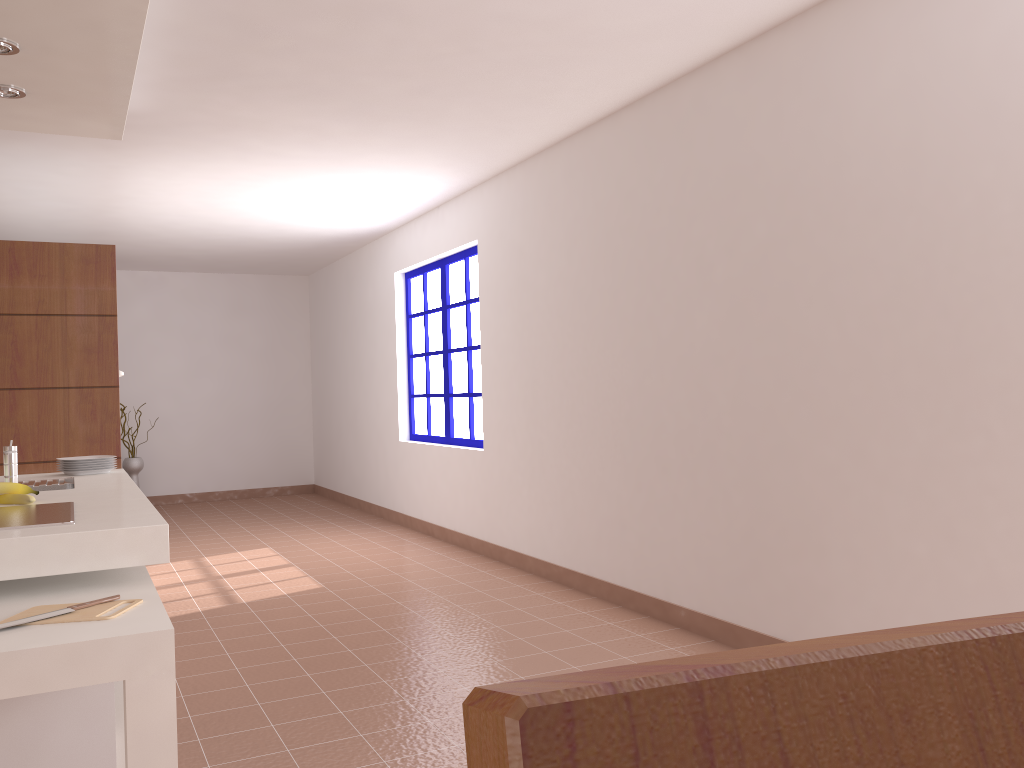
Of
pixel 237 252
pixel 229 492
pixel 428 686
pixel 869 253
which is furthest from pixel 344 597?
pixel 229 492

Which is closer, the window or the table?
the table

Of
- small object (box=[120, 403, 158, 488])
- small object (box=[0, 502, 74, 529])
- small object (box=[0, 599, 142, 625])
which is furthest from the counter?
small object (box=[120, 403, 158, 488])

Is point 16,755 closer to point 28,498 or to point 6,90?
point 28,498

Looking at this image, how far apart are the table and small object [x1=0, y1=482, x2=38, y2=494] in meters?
0.6 m

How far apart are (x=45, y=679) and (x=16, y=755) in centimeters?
57cm

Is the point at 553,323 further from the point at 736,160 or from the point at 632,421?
the point at 736,160

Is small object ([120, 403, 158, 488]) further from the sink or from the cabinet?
the cabinet

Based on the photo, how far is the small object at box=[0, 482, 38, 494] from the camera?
2.82m

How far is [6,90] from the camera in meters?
3.5 m
